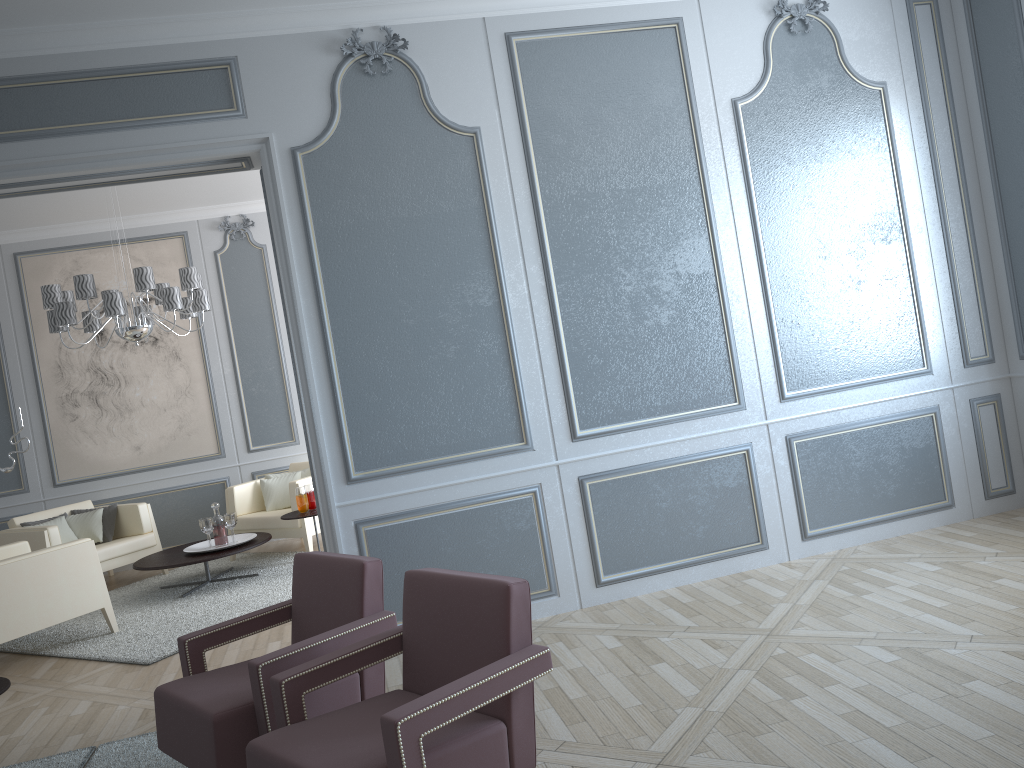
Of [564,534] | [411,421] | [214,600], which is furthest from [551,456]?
[214,600]

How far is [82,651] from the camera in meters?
4.6

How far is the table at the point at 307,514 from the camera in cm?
565

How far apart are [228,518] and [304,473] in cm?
103

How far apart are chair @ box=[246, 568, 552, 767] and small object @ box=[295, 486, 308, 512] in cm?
344

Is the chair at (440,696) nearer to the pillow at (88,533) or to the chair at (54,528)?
the chair at (54,528)

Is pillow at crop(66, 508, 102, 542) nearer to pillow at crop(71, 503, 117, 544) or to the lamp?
pillow at crop(71, 503, 117, 544)

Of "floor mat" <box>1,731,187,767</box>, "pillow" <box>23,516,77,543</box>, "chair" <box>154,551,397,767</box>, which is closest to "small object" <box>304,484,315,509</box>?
"pillow" <box>23,516,77,543</box>

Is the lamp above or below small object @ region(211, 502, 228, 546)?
above

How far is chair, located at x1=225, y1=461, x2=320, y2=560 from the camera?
6.15m
